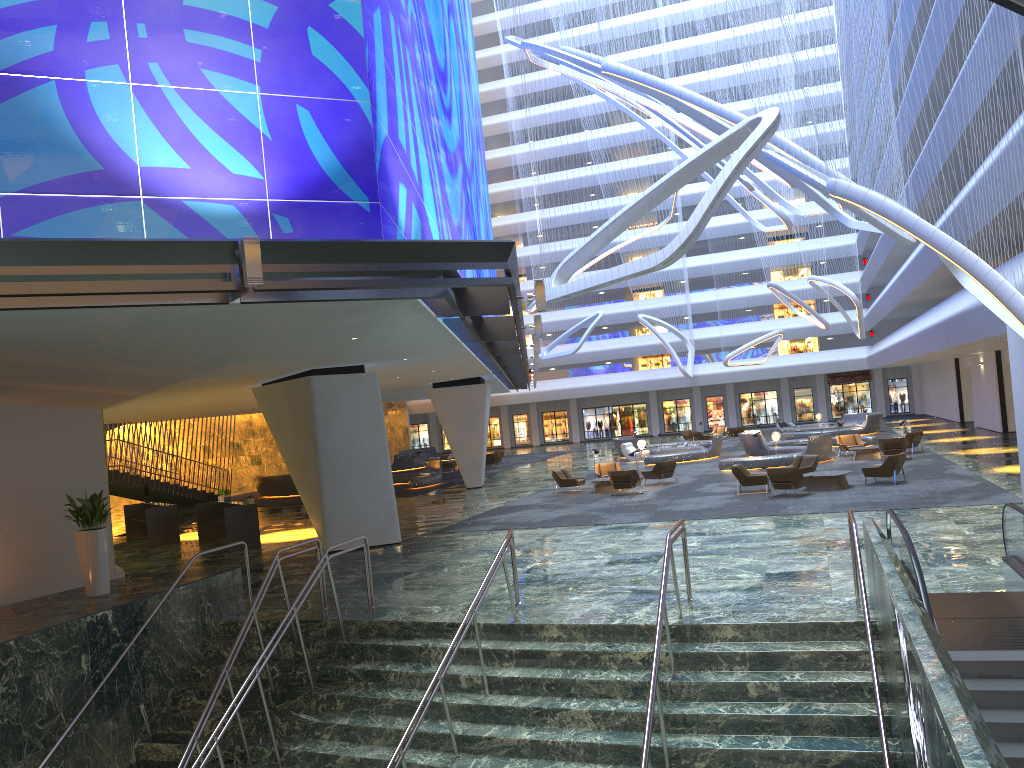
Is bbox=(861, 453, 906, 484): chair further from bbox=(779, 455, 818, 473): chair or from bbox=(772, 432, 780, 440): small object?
bbox=(772, 432, 780, 440): small object

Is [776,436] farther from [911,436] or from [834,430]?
[834,430]

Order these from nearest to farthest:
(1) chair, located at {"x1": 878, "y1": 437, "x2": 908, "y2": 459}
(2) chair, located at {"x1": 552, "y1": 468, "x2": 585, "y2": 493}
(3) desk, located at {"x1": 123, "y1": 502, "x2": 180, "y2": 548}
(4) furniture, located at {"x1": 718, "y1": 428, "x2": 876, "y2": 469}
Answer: (3) desk, located at {"x1": 123, "y1": 502, "x2": 180, "y2": 548}, (2) chair, located at {"x1": 552, "y1": 468, "x2": 585, "y2": 493}, (1) chair, located at {"x1": 878, "y1": 437, "x2": 908, "y2": 459}, (4) furniture, located at {"x1": 718, "y1": 428, "x2": 876, "y2": 469}

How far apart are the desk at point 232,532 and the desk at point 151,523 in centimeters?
93cm

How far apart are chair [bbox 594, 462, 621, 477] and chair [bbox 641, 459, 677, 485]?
1.6 meters

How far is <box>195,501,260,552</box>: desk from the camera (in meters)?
21.63

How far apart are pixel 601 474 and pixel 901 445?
9.7m

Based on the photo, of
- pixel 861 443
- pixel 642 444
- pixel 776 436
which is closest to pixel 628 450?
pixel 642 444

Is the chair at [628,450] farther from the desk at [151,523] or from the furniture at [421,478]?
the desk at [151,523]

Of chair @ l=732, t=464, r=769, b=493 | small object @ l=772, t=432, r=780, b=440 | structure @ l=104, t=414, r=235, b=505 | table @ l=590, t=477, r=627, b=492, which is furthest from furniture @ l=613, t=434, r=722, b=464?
structure @ l=104, t=414, r=235, b=505
